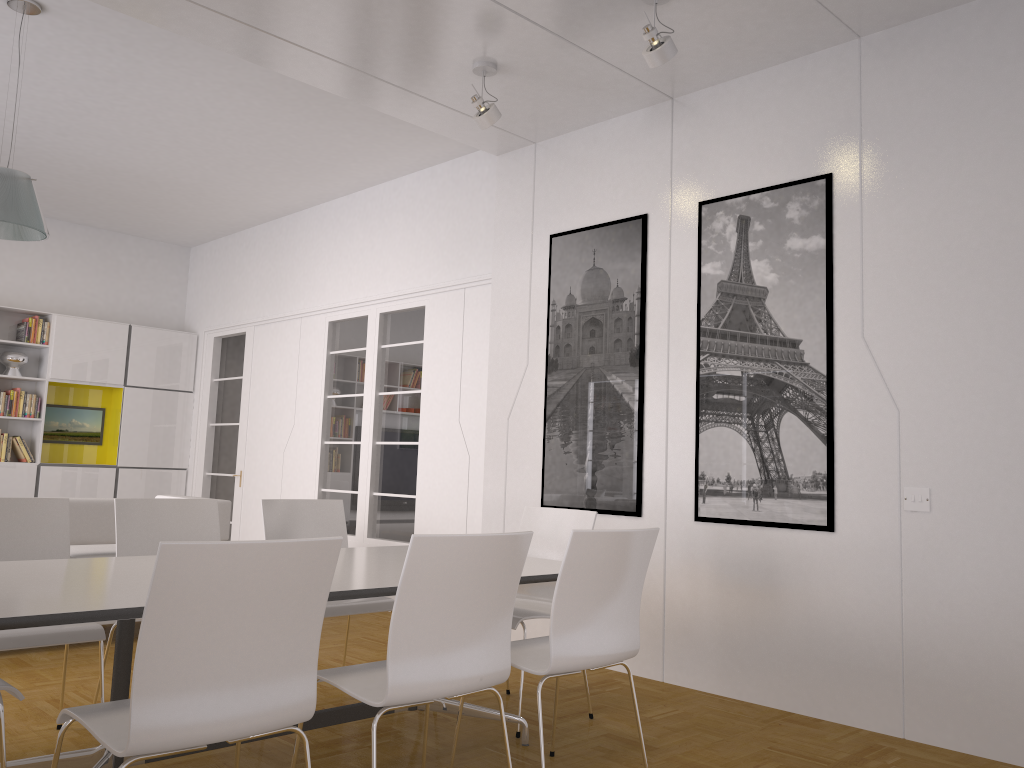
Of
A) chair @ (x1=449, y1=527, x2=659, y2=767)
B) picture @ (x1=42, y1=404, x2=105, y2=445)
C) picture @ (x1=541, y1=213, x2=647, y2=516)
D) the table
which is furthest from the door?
chair @ (x1=449, y1=527, x2=659, y2=767)

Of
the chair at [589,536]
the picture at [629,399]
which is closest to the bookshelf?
the picture at [629,399]

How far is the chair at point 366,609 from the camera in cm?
413

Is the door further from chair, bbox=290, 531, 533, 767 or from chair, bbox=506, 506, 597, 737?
chair, bbox=290, 531, 533, 767

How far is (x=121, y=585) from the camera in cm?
269

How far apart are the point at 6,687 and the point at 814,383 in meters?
3.6 m

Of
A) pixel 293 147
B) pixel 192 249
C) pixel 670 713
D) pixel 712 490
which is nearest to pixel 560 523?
pixel 712 490

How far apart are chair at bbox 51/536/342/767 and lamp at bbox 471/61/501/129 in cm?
314

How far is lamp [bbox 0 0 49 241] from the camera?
4.46m

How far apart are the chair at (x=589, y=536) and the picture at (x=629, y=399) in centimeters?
181cm
